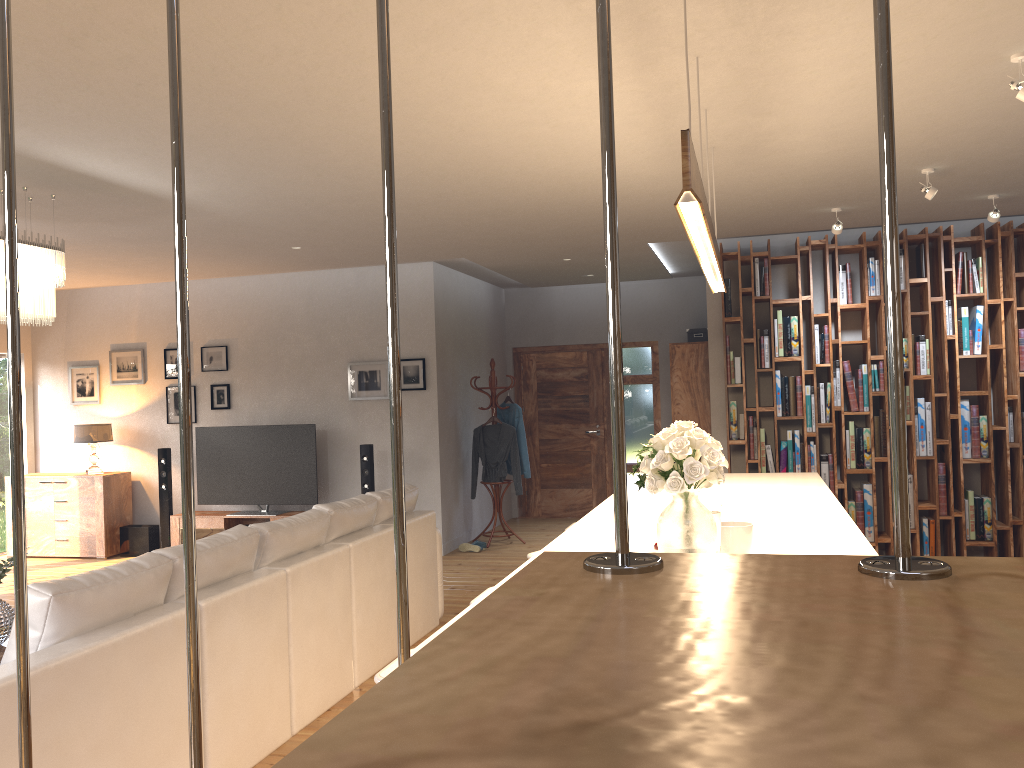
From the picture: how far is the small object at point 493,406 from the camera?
9.0 meters

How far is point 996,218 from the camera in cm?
596

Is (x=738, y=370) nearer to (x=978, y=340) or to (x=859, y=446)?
(x=859, y=446)

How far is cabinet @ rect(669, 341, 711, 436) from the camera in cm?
870

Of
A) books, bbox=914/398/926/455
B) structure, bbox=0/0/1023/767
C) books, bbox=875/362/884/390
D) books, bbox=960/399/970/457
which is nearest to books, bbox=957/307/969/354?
books, bbox=960/399/970/457

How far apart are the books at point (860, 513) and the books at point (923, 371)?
1.1 meters

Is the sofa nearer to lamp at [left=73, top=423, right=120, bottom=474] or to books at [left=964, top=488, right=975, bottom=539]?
books at [left=964, top=488, right=975, bottom=539]

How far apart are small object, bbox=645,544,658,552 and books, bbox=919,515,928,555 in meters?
5.0 m

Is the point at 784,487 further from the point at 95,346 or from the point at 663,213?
the point at 95,346

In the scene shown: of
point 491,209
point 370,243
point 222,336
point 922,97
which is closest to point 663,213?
point 491,209
